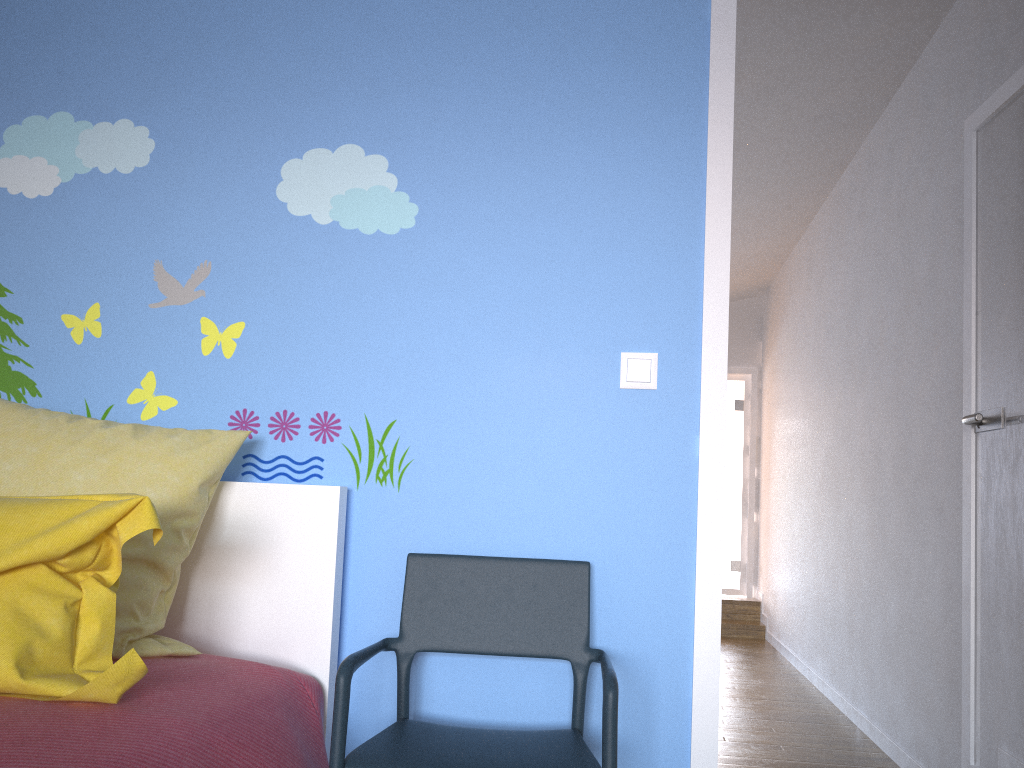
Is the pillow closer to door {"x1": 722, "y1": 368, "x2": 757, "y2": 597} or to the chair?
the chair

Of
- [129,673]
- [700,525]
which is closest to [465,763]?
[129,673]

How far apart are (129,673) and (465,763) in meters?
0.6 m

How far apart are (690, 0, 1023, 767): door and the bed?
0.7 meters

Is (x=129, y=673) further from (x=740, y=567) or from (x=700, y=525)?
(x=740, y=567)

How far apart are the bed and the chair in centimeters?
10cm

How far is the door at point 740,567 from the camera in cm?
814

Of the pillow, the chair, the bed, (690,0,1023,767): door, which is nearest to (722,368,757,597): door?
(690,0,1023,767): door

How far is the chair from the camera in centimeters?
152cm

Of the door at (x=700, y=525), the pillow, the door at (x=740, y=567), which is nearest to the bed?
the pillow
